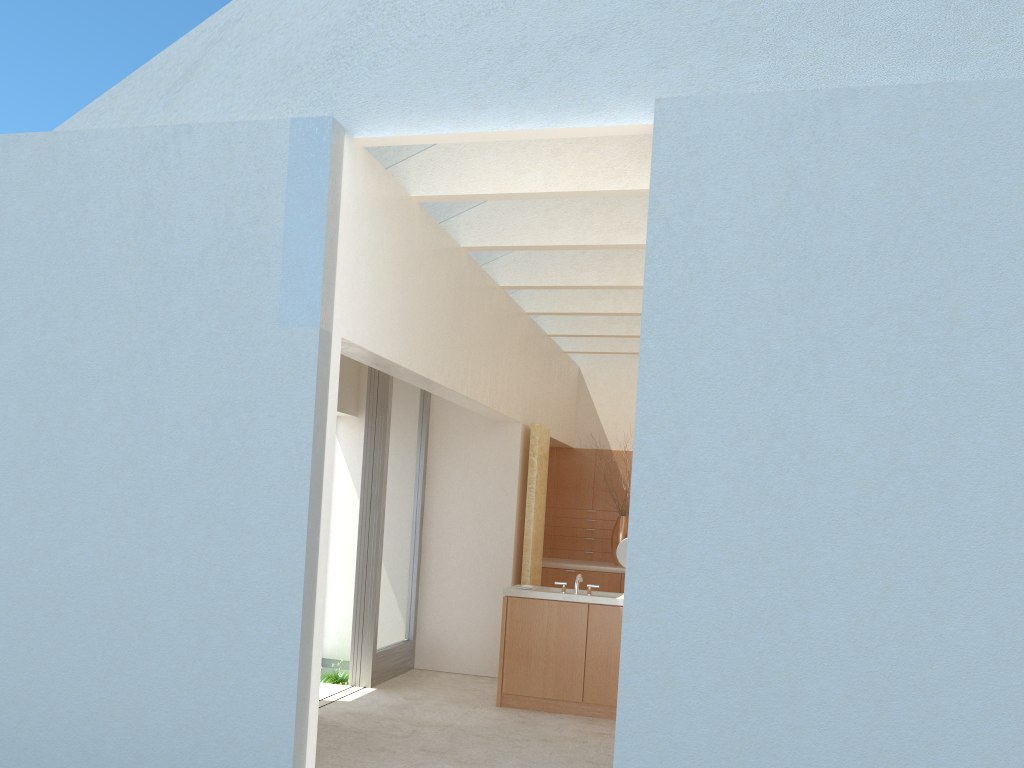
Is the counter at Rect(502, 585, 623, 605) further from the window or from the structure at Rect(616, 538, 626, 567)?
the window

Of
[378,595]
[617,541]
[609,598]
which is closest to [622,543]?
[609,598]

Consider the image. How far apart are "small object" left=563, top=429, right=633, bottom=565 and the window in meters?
6.4 m

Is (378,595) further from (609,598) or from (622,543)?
(622,543)

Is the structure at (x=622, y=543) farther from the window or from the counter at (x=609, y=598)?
the window

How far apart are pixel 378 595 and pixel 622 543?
5.0m

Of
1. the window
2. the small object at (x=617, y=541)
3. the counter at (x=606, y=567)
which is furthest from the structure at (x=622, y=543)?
the small object at (x=617, y=541)

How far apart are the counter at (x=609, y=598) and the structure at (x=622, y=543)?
0.62m

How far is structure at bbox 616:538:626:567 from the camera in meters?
16.5

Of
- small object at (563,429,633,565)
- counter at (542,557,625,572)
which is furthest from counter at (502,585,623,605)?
small object at (563,429,633,565)
